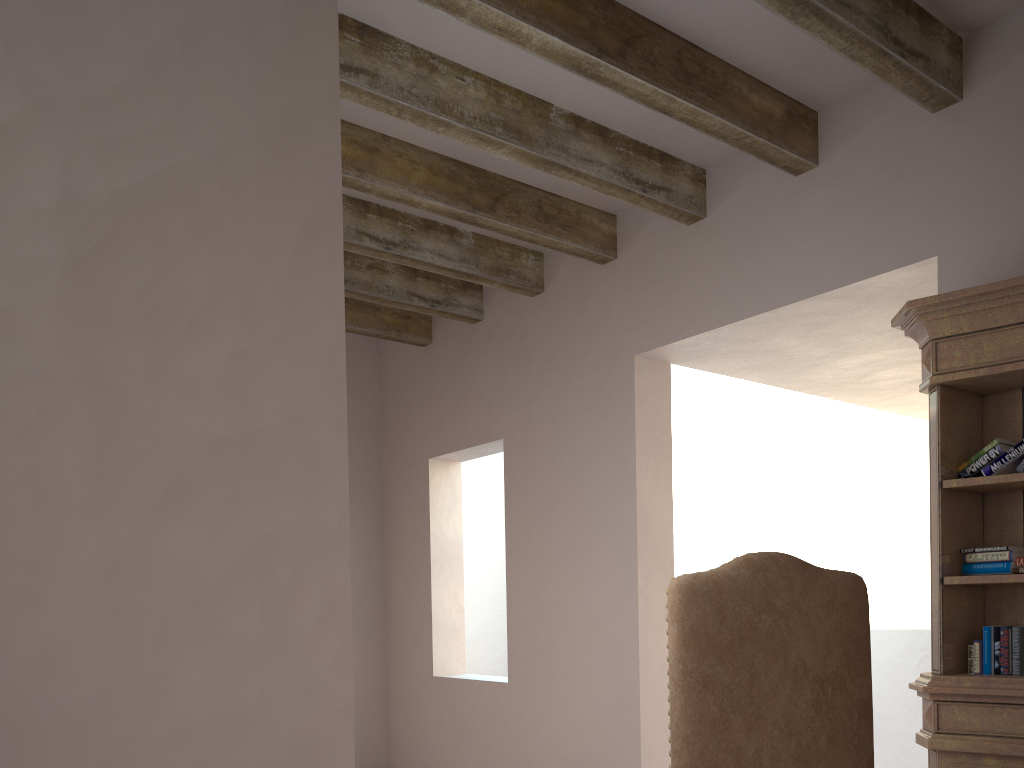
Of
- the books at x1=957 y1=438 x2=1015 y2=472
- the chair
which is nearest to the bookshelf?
the books at x1=957 y1=438 x2=1015 y2=472

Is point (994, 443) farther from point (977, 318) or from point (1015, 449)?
point (977, 318)

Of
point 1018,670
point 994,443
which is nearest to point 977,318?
point 994,443

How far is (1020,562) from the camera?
2.55m

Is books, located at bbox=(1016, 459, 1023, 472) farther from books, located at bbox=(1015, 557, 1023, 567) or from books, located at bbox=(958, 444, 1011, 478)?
books, located at bbox=(1015, 557, 1023, 567)

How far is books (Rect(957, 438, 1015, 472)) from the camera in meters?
2.6

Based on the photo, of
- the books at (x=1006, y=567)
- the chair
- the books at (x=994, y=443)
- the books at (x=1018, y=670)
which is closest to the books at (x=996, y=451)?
the books at (x=994, y=443)

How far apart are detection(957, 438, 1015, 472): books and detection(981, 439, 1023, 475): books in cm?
5

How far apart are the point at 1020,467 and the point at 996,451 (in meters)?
0.09

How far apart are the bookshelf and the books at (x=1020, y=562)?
0.06m
